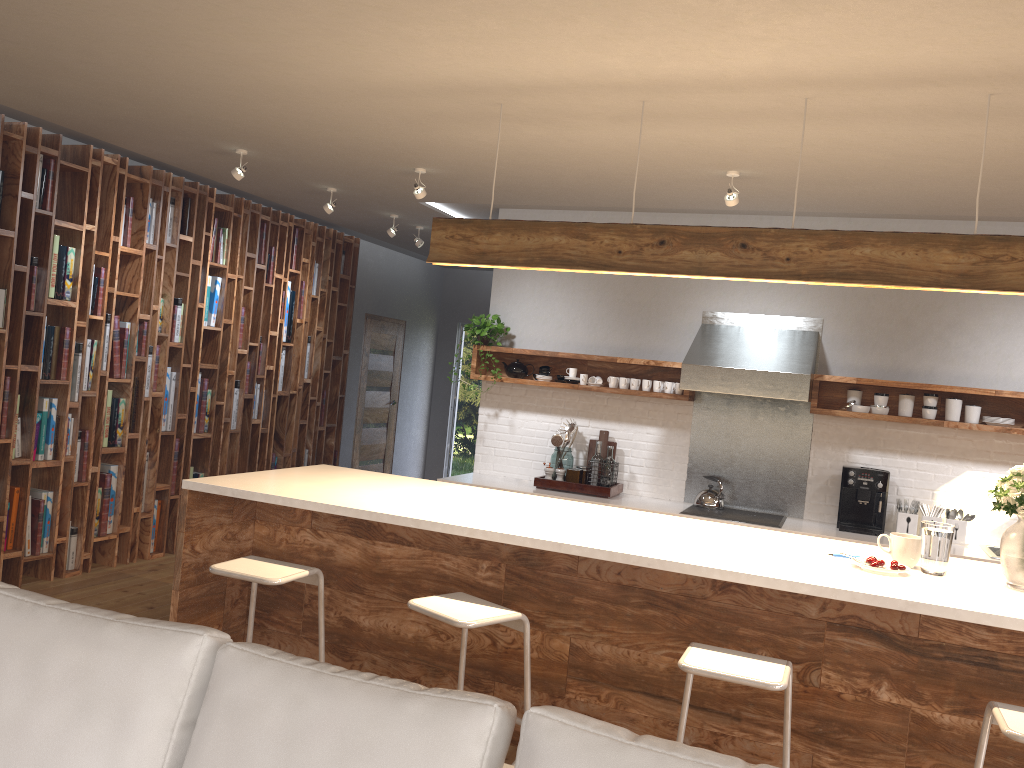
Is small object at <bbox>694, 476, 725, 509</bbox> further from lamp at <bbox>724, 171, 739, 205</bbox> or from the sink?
lamp at <bbox>724, 171, 739, 205</bbox>

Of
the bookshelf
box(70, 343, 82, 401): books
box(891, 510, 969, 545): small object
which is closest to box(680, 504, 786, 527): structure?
box(891, 510, 969, 545): small object

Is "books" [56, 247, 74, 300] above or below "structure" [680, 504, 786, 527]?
above

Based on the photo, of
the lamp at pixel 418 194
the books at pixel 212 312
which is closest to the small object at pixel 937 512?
the lamp at pixel 418 194

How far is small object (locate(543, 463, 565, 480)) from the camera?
6.1 meters

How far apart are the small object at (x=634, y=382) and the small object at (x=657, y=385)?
0.2 meters

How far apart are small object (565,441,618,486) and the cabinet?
1.9m

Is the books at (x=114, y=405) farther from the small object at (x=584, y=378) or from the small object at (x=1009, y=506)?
the small object at (x=1009, y=506)

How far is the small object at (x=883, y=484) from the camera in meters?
5.5 m

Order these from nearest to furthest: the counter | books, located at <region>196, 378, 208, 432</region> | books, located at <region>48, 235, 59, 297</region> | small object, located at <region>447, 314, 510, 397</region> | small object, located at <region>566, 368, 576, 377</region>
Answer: the counter, books, located at <region>48, 235, 59, 297</region>, small object, located at <region>566, 368, 576, 377</region>, small object, located at <region>447, 314, 510, 397</region>, books, located at <region>196, 378, 208, 432</region>
